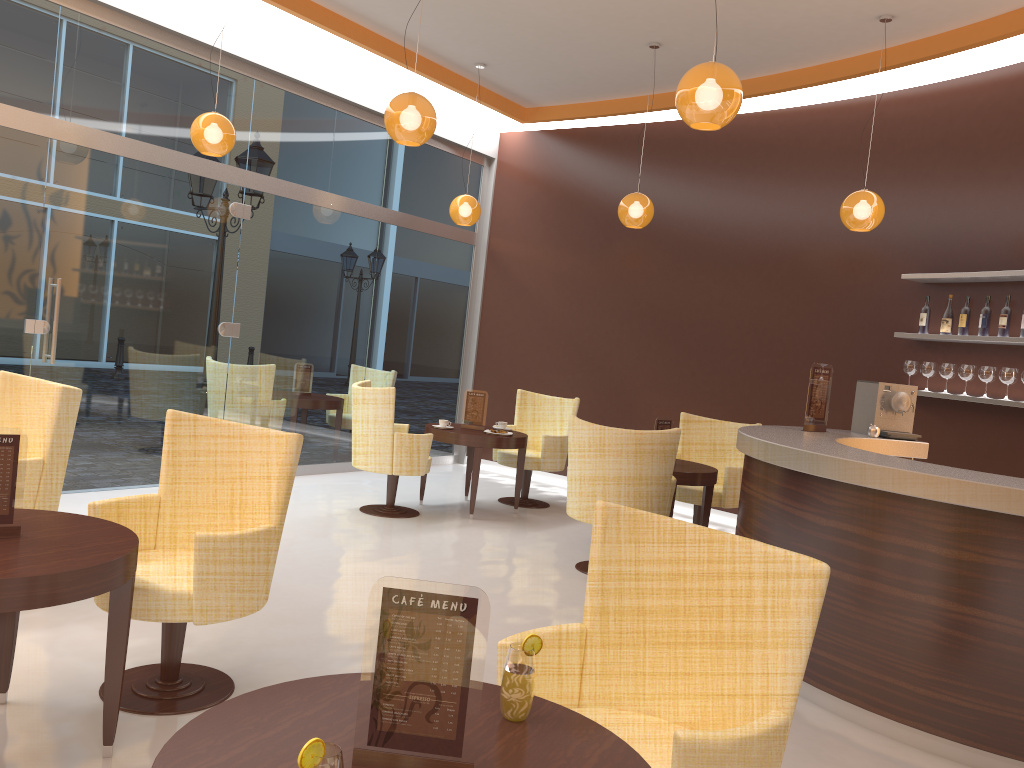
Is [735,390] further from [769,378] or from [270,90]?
[270,90]

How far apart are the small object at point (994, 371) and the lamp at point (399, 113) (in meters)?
4.12

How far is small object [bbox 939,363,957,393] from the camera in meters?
6.4

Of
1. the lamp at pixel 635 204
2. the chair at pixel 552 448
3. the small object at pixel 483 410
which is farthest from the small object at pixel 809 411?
the small object at pixel 483 410

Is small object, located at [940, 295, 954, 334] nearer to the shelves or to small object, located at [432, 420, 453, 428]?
the shelves

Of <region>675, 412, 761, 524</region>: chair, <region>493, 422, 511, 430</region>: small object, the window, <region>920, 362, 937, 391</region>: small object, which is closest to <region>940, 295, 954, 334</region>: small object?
<region>920, 362, 937, 391</region>: small object

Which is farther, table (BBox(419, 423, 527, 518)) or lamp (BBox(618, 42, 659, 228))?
lamp (BBox(618, 42, 659, 228))

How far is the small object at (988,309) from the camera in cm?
620

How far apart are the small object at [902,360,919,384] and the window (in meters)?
4.82

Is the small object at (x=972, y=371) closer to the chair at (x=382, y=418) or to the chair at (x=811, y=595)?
the chair at (x=382, y=418)
